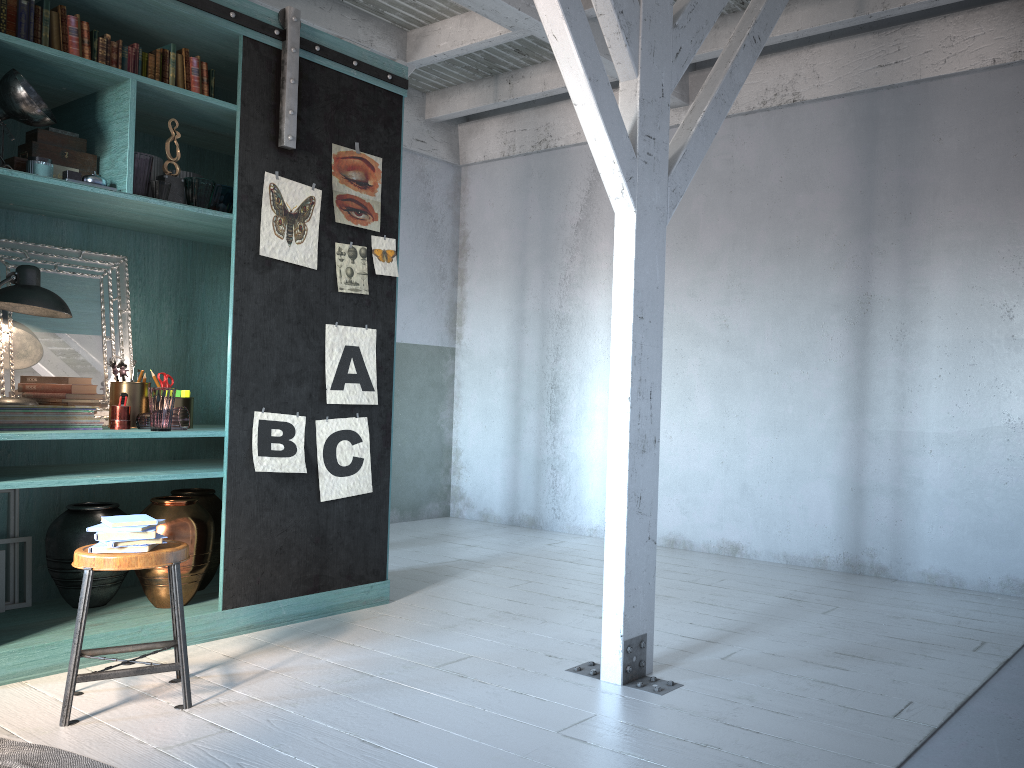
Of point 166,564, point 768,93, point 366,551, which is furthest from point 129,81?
point 768,93

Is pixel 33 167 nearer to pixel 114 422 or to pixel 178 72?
pixel 178 72

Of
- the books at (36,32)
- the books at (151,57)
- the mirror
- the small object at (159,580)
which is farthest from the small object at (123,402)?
the books at (36,32)

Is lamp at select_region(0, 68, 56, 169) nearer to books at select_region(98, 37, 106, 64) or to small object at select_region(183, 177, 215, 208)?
books at select_region(98, 37, 106, 64)

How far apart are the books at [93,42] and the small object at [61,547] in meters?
2.4

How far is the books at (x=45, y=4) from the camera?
4.3m

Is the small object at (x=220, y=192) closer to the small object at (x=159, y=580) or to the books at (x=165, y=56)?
the books at (x=165, y=56)

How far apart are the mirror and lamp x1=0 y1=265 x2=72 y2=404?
0.09m

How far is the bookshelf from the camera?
4.6m

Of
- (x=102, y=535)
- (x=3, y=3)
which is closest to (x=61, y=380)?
(x=102, y=535)
